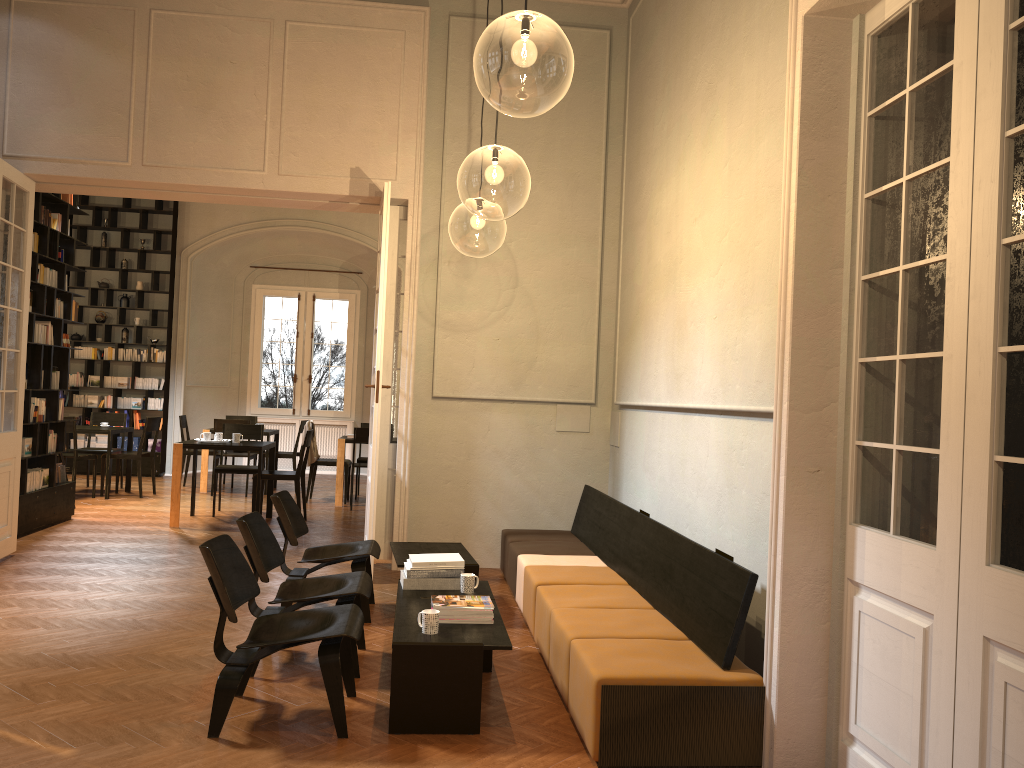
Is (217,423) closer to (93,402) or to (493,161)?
(93,402)

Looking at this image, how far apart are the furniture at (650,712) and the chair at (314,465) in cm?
496

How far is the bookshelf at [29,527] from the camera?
8.61m

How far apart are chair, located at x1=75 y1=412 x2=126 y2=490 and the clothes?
2.9m

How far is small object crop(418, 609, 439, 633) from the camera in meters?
4.2 m

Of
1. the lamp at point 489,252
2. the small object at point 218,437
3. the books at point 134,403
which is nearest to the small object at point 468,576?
the lamp at point 489,252

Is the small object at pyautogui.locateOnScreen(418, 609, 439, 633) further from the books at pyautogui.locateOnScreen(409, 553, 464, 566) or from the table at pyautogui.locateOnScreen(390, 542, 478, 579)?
the table at pyautogui.locateOnScreen(390, 542, 478, 579)

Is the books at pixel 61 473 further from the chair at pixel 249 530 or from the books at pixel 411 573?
the books at pixel 411 573

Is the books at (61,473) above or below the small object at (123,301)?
below

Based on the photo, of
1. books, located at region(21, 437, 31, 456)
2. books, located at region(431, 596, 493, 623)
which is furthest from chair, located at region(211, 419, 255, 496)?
books, located at region(431, 596, 493, 623)
